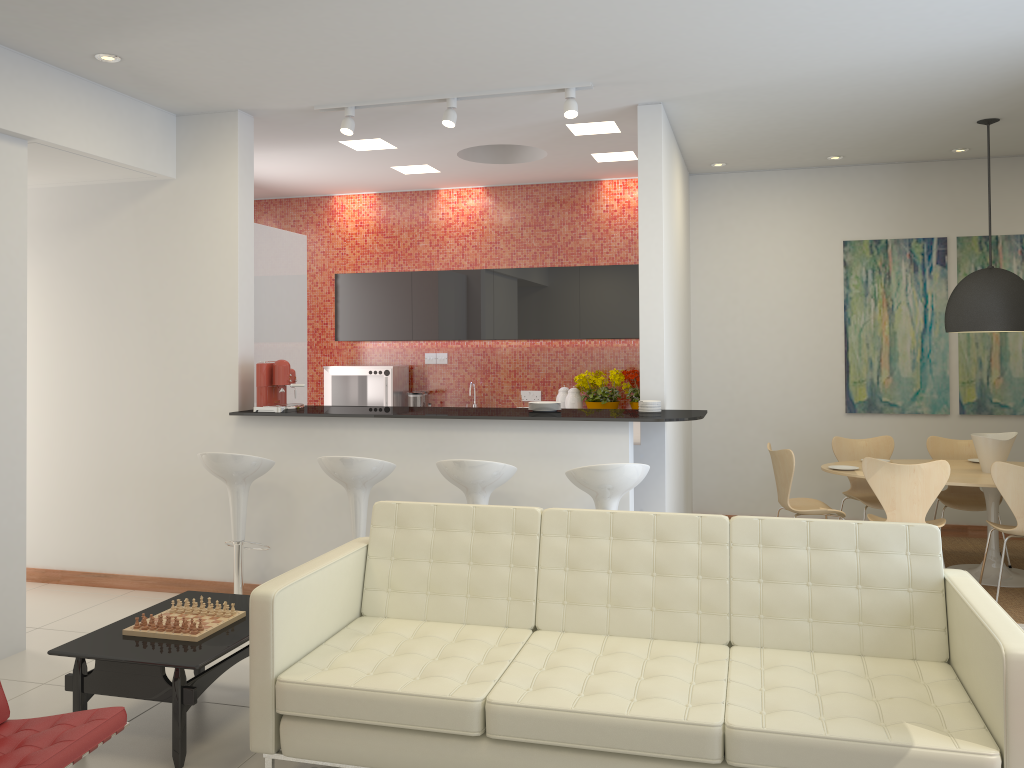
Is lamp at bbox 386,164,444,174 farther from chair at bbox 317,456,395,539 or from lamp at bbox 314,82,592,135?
chair at bbox 317,456,395,539

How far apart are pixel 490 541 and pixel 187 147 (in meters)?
3.64

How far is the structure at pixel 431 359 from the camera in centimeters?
873cm

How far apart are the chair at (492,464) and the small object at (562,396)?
3.25m

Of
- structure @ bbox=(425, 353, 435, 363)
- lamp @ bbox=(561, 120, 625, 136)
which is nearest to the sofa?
lamp @ bbox=(561, 120, 625, 136)

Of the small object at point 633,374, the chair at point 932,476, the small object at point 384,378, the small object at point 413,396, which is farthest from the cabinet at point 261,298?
the chair at point 932,476

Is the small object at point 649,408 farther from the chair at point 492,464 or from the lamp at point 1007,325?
the lamp at point 1007,325

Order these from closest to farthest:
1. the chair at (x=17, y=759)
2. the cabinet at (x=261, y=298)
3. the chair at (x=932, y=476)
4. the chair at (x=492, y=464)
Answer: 1. the chair at (x=17, y=759)
2. the chair at (x=492, y=464)
3. the chair at (x=932, y=476)
4. the cabinet at (x=261, y=298)

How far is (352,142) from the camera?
6.7 meters

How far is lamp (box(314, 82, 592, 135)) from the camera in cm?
522
